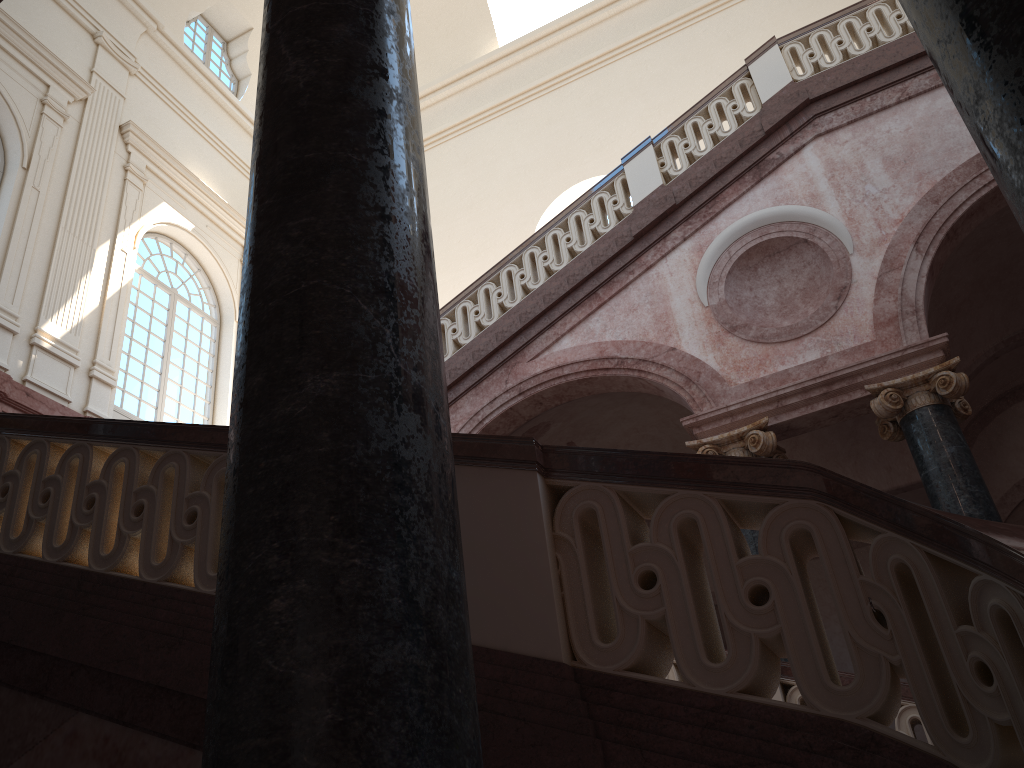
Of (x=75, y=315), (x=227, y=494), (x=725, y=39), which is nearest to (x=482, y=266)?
(x=725, y=39)

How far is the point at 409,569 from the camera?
1.4 meters

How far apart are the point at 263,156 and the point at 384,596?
1.09m
